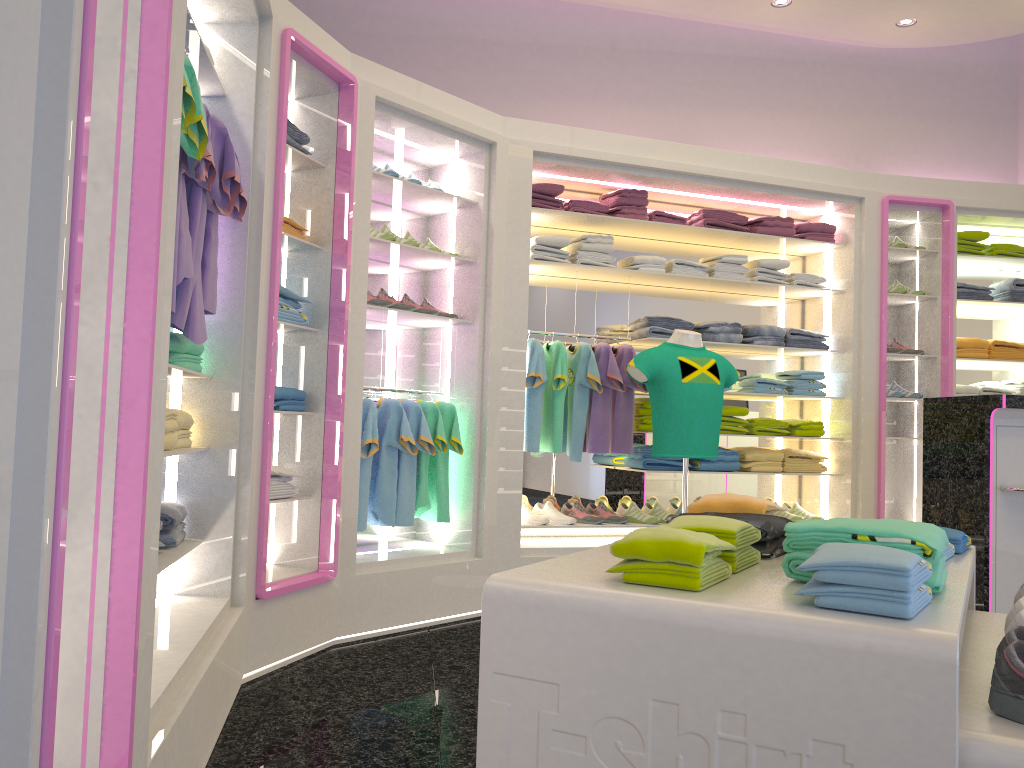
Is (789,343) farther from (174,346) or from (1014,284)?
(174,346)

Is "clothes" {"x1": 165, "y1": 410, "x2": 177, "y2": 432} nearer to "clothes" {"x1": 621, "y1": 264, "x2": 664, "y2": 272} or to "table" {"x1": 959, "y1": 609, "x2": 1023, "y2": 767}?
"table" {"x1": 959, "y1": 609, "x2": 1023, "y2": 767}

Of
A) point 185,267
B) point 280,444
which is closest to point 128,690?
point 185,267

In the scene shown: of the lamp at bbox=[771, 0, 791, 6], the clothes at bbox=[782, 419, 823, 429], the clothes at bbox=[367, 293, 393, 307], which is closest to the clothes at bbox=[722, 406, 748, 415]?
the clothes at bbox=[782, 419, 823, 429]

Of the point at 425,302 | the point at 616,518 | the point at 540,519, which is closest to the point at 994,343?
the point at 616,518

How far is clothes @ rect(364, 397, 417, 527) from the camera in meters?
4.4

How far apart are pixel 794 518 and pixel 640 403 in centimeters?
133cm

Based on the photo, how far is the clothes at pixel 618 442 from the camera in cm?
519

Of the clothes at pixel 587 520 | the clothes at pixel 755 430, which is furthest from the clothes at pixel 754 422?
the clothes at pixel 587 520

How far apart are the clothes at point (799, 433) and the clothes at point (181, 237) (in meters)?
4.01
